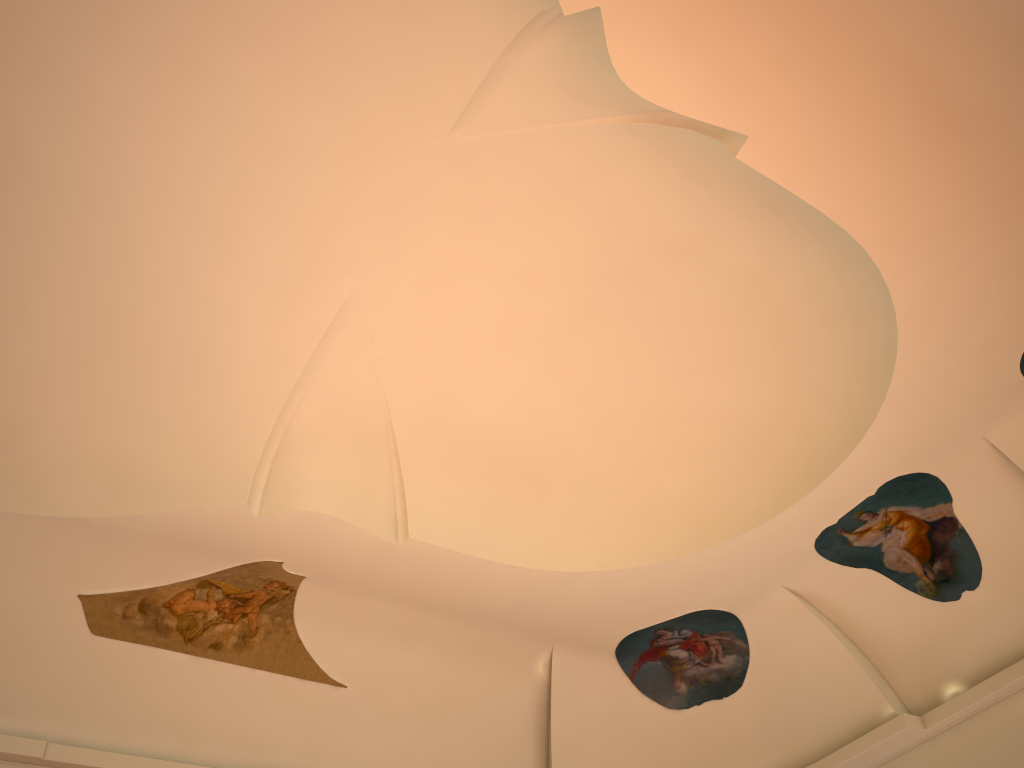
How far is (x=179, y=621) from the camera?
8.4m

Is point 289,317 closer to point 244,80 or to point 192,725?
point 244,80

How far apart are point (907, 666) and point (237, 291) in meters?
7.7
